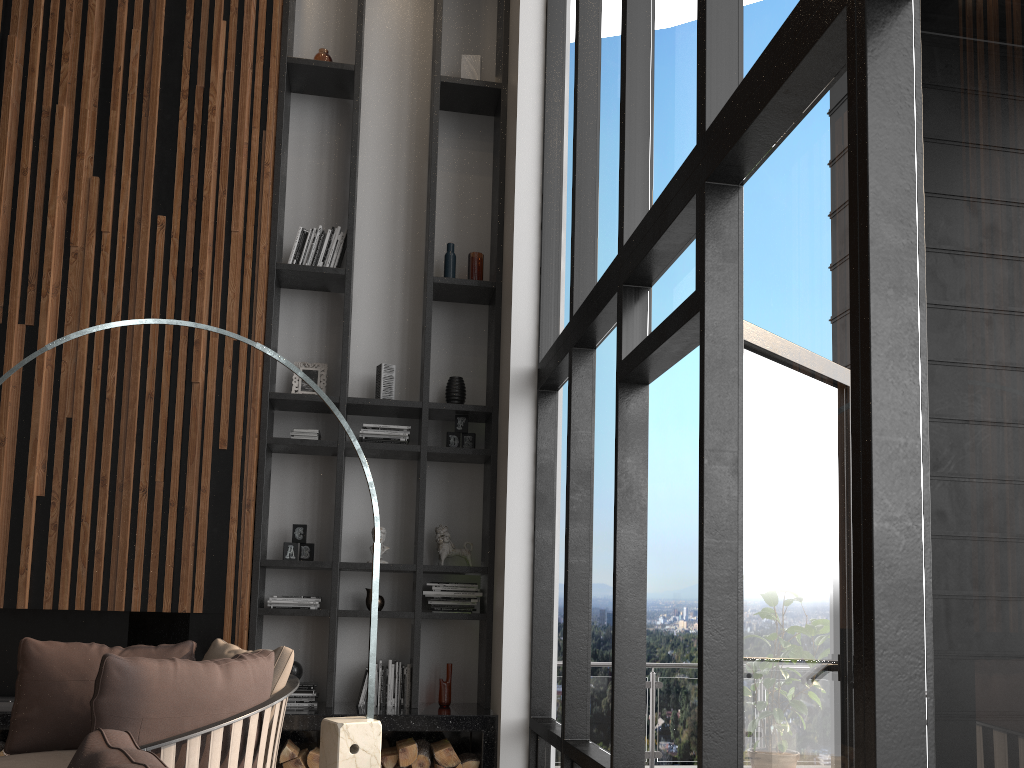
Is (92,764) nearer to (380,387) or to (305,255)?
(380,387)

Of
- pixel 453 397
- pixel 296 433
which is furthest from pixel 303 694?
pixel 453 397

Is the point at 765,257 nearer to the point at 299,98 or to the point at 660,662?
the point at 299,98

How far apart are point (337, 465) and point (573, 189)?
2.18m

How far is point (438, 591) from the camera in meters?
5.3

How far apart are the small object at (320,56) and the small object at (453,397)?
2.4 meters

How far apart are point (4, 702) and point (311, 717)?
1.67m

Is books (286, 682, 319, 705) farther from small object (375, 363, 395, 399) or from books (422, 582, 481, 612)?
small object (375, 363, 395, 399)

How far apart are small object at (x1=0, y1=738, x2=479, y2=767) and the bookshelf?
0.3 meters

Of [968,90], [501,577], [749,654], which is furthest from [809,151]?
[501,577]
